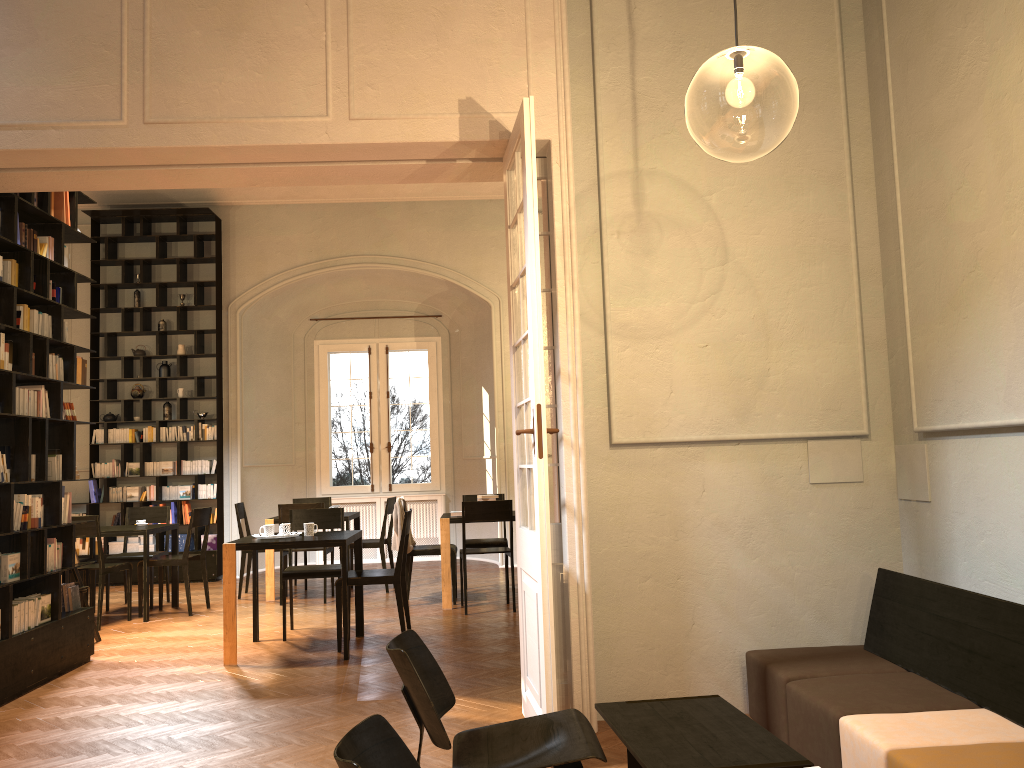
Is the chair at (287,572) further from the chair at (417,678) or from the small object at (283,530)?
the chair at (417,678)

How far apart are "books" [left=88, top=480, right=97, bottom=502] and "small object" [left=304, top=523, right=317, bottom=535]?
5.9m

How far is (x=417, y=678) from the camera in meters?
3.0 m

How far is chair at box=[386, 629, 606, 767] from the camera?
3.0 meters

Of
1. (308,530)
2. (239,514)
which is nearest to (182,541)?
(239,514)

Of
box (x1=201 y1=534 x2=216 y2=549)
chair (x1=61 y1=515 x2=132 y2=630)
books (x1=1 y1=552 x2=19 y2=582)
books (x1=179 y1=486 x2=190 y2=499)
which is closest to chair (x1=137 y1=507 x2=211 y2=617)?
chair (x1=61 y1=515 x2=132 y2=630)

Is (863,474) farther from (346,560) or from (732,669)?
(346,560)

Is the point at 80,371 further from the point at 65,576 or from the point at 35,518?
the point at 65,576

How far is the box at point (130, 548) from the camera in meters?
11.7

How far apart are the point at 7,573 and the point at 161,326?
6.7 meters
